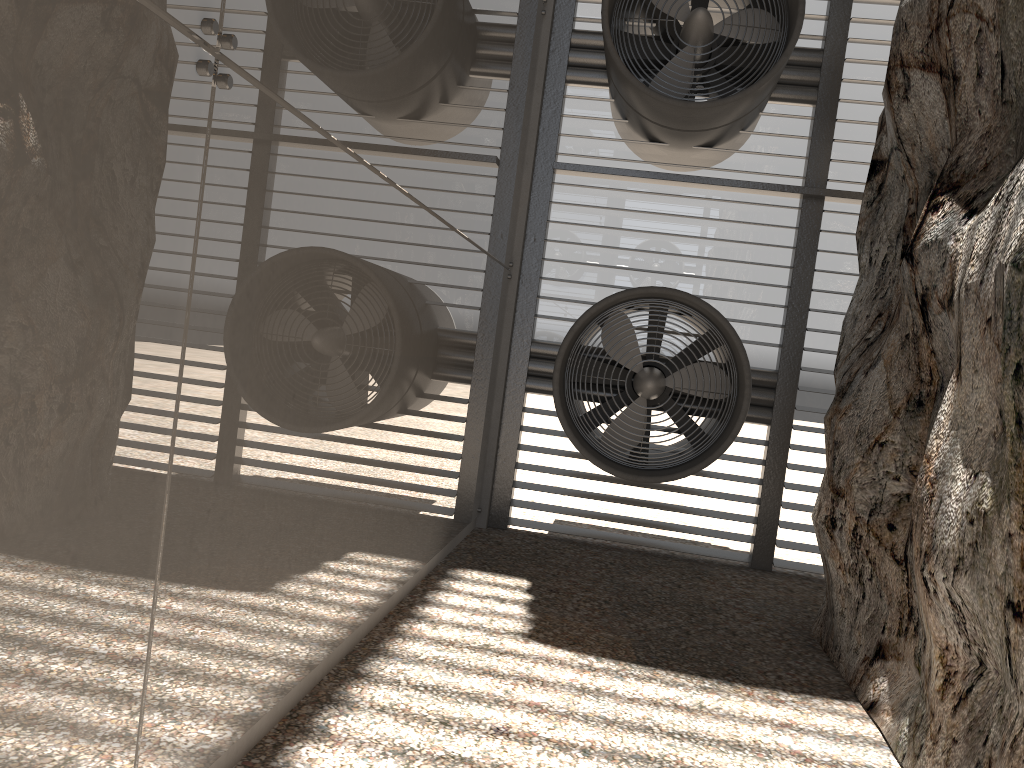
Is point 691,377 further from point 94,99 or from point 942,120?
point 94,99
